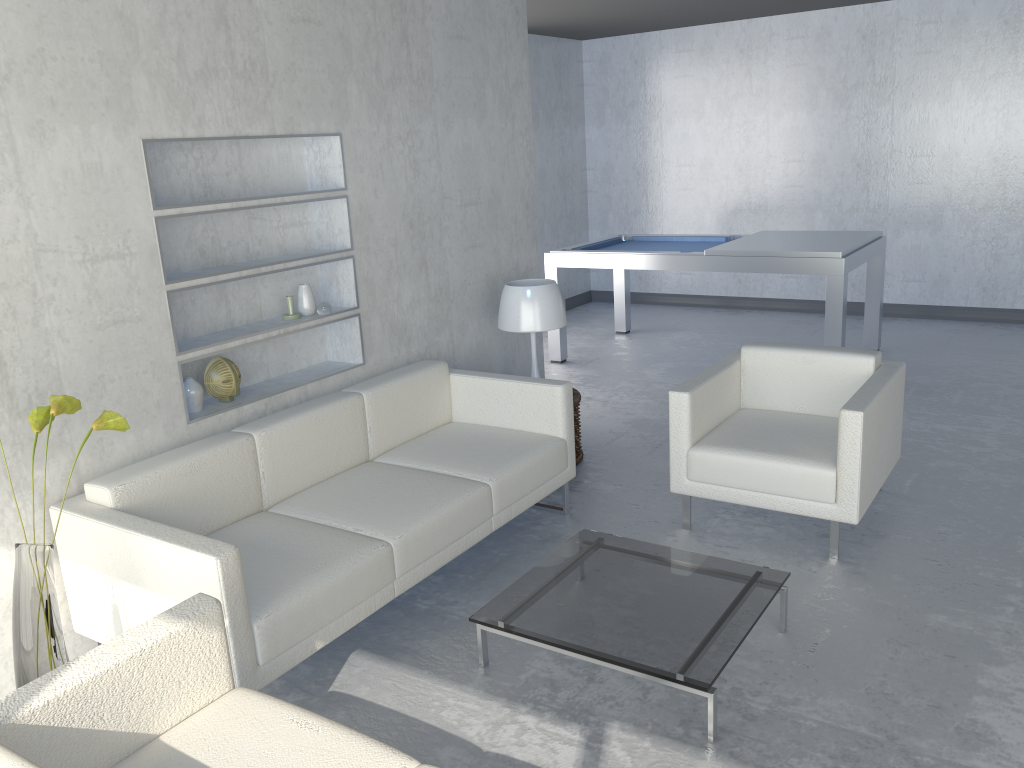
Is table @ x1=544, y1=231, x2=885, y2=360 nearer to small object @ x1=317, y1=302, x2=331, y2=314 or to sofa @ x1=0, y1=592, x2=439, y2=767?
small object @ x1=317, y1=302, x2=331, y2=314

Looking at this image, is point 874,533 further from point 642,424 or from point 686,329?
point 686,329

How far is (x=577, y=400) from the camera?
4.4 meters

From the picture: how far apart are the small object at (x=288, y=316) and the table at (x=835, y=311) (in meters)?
Answer: 2.97

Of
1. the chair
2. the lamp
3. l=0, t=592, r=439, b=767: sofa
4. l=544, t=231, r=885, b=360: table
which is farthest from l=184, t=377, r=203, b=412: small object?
l=544, t=231, r=885, b=360: table

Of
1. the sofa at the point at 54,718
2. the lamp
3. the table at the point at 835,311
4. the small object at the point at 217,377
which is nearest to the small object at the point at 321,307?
the small object at the point at 217,377

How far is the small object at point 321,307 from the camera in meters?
3.7

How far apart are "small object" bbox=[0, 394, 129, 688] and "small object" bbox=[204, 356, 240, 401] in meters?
0.9 m

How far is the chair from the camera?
3.3 meters

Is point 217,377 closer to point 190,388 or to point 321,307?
point 190,388
